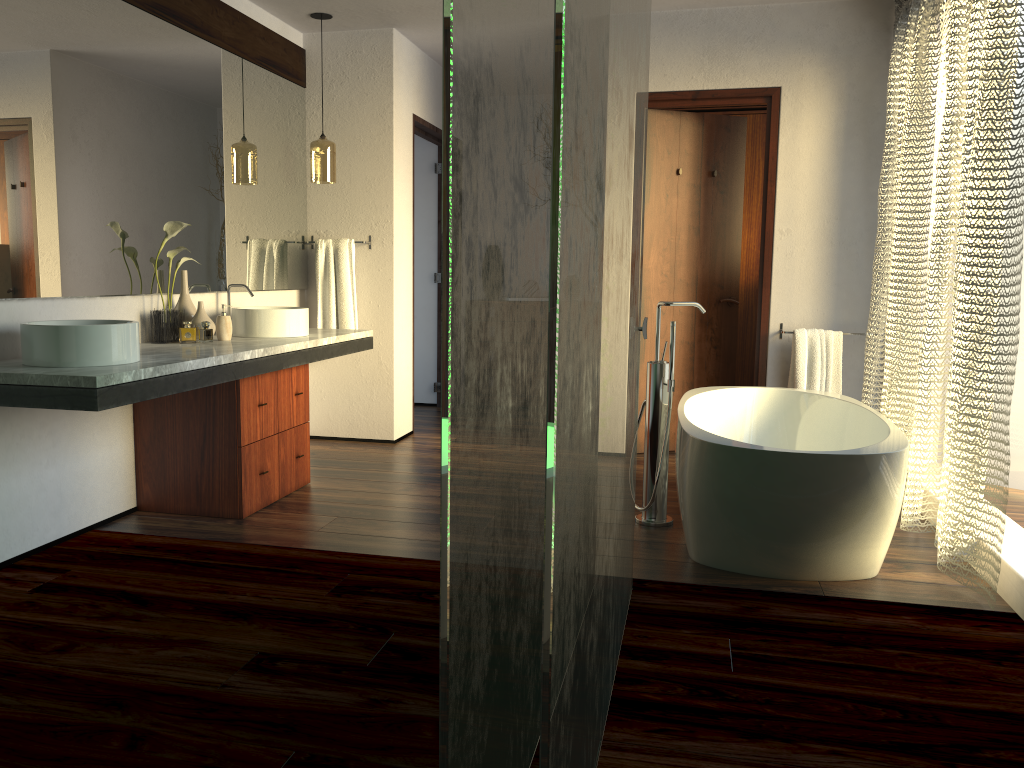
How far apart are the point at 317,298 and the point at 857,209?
2.94m

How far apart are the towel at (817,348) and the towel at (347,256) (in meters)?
2.40

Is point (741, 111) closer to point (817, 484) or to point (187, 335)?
point (817, 484)

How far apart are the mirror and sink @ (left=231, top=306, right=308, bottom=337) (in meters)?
0.19

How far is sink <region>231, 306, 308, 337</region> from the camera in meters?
4.0

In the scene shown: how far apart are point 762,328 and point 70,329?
3.35m

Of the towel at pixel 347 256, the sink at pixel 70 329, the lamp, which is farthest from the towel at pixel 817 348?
the sink at pixel 70 329

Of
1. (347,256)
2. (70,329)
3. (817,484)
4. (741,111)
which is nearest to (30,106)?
(70,329)

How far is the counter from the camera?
2.5m

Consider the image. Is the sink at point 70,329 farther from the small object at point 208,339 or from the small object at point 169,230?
the small object at point 208,339
